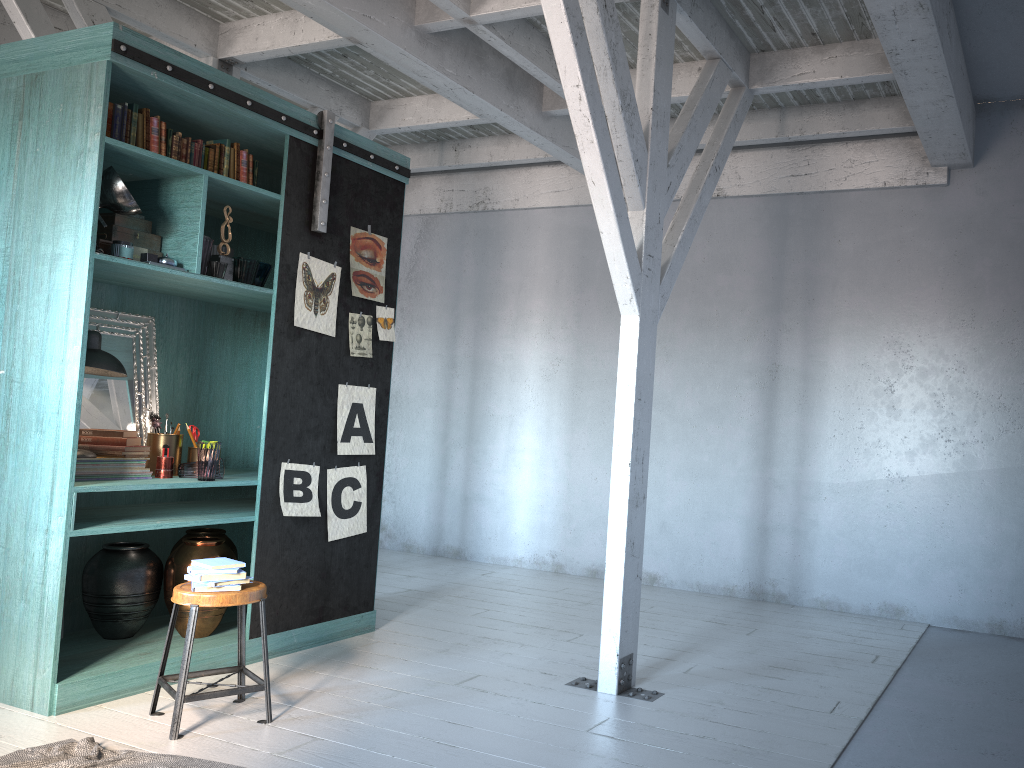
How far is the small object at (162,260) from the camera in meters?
5.0 m

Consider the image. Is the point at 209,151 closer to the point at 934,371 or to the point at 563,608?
the point at 563,608

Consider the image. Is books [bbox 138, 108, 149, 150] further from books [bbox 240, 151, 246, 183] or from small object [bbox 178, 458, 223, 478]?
small object [bbox 178, 458, 223, 478]

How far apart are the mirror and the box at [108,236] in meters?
0.7

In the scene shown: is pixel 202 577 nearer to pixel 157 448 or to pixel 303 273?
pixel 157 448

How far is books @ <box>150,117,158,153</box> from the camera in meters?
5.0

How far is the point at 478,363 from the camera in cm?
971

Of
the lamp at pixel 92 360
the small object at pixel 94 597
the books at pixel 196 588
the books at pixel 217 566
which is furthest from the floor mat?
the lamp at pixel 92 360

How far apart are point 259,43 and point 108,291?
2.5 meters

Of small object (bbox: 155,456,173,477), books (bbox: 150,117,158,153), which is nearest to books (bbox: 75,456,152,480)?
small object (bbox: 155,456,173,477)
